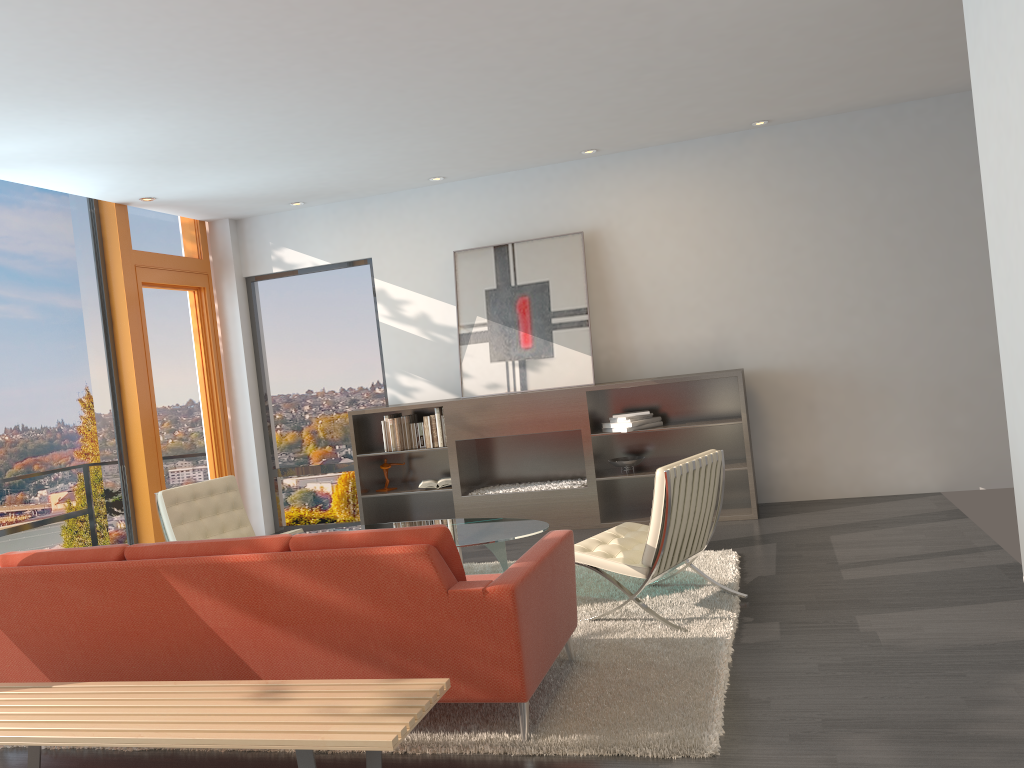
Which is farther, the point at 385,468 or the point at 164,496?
the point at 385,468

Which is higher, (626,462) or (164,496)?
(164,496)

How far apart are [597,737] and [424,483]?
4.7m

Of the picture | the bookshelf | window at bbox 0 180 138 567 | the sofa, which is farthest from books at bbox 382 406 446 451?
the sofa

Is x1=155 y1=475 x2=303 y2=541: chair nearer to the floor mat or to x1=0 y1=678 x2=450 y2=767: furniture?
the floor mat

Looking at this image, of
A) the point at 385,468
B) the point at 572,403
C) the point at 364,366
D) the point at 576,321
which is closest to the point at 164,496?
the point at 385,468

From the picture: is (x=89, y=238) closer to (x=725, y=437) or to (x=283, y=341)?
(x=283, y=341)

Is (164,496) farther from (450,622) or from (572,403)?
(450,622)

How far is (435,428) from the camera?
7.7m

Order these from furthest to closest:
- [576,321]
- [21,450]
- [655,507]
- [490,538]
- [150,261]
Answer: [150,261] < [576,321] < [21,450] < [490,538] < [655,507]
